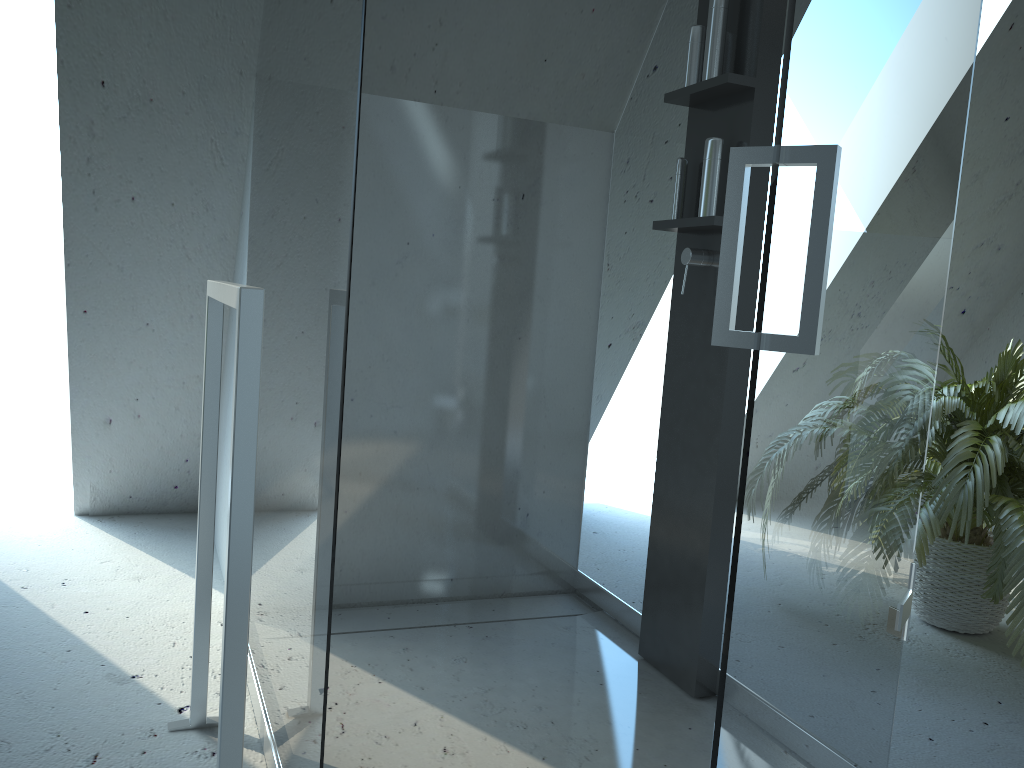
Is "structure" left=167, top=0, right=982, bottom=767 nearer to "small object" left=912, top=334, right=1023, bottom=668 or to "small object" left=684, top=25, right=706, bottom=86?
"small object" left=684, top=25, right=706, bottom=86

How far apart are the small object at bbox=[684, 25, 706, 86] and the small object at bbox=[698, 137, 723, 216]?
0.2m

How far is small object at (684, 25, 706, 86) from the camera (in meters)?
2.00

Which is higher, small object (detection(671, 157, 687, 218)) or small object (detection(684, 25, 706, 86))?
small object (detection(684, 25, 706, 86))

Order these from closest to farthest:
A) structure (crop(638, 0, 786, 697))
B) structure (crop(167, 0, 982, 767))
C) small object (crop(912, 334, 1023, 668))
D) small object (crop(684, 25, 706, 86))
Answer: structure (crop(167, 0, 982, 767))
structure (crop(638, 0, 786, 697))
small object (crop(684, 25, 706, 86))
small object (crop(912, 334, 1023, 668))

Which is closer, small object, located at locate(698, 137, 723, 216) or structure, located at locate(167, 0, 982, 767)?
structure, located at locate(167, 0, 982, 767)

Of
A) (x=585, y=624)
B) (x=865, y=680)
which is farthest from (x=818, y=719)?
(x=585, y=624)

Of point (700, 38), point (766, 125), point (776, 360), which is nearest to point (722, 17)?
point (700, 38)

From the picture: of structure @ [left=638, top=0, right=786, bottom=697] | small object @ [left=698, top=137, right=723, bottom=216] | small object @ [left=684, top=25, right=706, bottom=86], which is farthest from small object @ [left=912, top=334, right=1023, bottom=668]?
small object @ [left=684, top=25, right=706, bottom=86]

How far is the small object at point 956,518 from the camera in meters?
2.2
